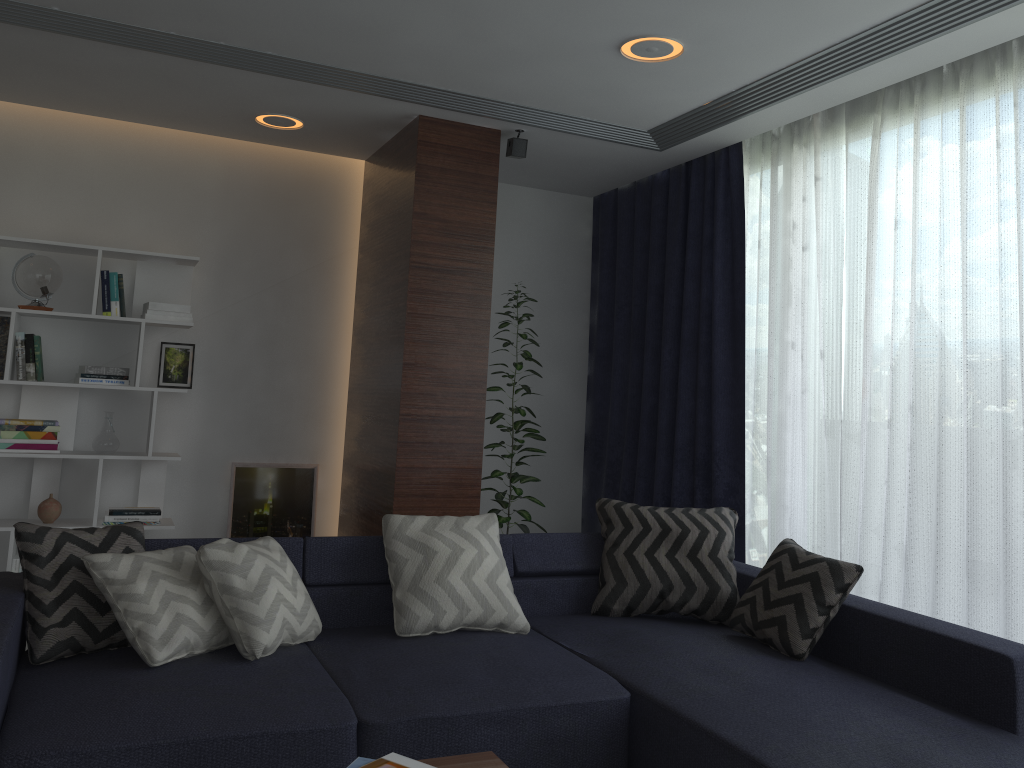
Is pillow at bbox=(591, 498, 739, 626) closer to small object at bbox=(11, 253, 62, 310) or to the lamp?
Answer: the lamp

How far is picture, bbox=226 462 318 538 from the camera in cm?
514

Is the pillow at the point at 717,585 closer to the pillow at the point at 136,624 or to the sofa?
the sofa

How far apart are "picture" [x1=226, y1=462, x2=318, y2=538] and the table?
3.4 meters

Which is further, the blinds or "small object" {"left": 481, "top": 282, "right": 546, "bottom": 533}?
"small object" {"left": 481, "top": 282, "right": 546, "bottom": 533}

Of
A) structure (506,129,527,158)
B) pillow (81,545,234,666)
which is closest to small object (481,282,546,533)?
structure (506,129,527,158)

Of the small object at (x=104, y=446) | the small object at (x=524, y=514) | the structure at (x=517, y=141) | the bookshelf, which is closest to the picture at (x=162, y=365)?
the bookshelf

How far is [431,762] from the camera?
1.99m

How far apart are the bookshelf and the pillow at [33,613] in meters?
1.8 m

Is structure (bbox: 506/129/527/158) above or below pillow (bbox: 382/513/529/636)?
above
